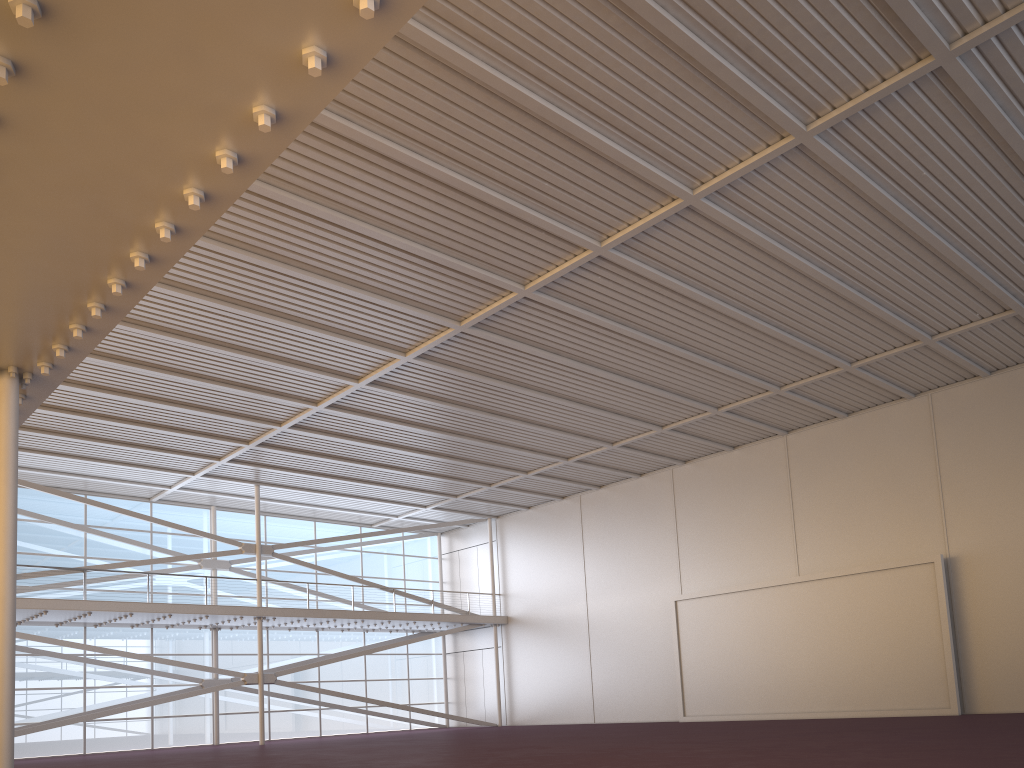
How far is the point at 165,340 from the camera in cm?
2132

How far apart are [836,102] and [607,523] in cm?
2405

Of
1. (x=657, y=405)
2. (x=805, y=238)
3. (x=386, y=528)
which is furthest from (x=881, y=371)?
(x=386, y=528)
